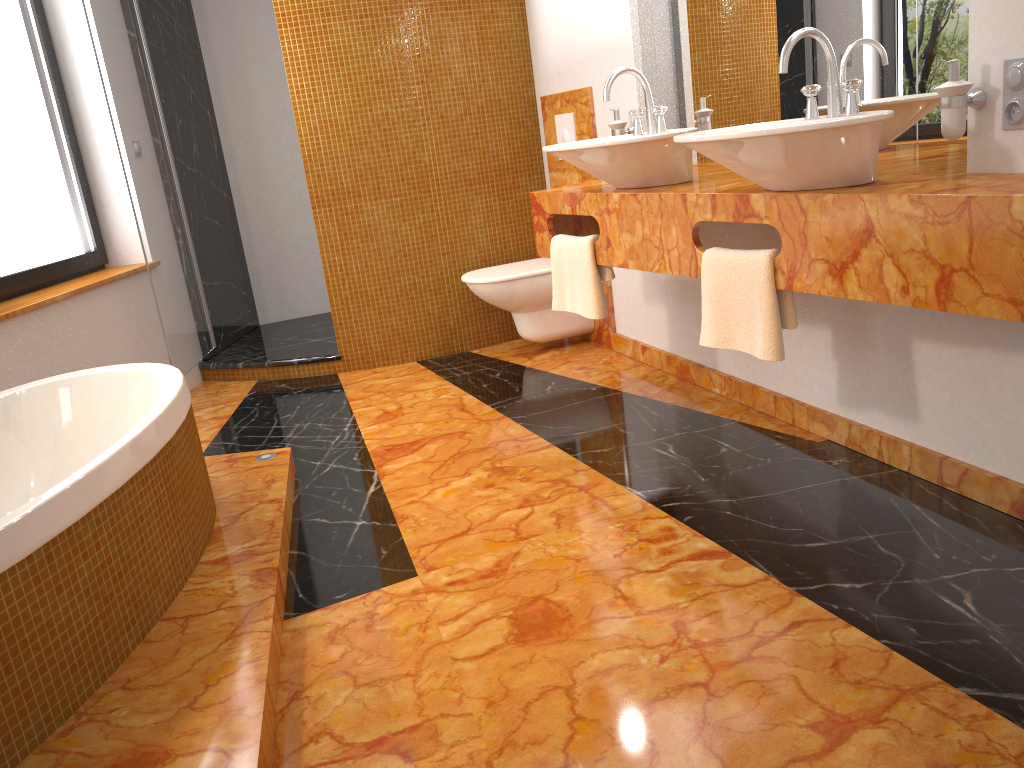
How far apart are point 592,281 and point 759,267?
0.80m

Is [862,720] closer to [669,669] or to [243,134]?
[669,669]

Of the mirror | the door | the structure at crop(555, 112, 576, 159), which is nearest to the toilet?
the structure at crop(555, 112, 576, 159)

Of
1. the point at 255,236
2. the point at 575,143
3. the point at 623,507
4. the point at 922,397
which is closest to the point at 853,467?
the point at 922,397

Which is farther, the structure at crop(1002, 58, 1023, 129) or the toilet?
the toilet

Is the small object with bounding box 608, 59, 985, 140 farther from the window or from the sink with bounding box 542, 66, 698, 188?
the window

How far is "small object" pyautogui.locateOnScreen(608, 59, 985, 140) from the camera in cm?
190

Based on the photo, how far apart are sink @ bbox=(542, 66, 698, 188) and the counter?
0.03m

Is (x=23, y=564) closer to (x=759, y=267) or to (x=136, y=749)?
(x=136, y=749)

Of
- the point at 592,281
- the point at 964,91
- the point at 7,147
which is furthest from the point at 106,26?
the point at 964,91
